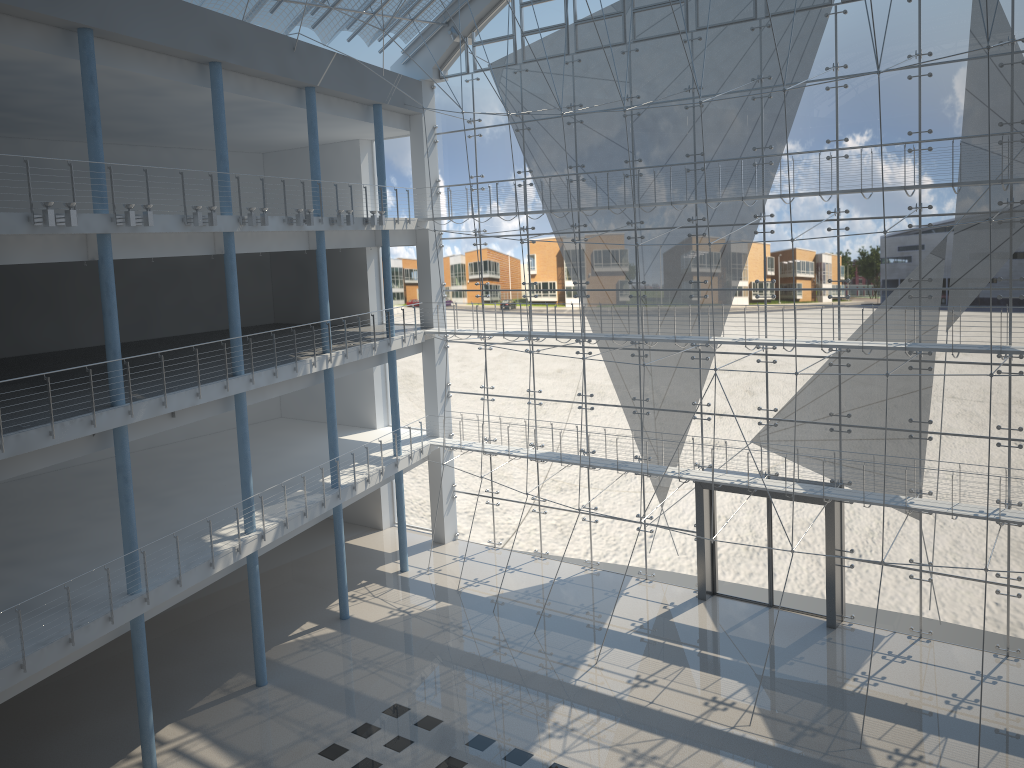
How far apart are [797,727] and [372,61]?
10.0 meters

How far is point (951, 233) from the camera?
2.9m

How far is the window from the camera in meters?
2.9 m

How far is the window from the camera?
2.9m
